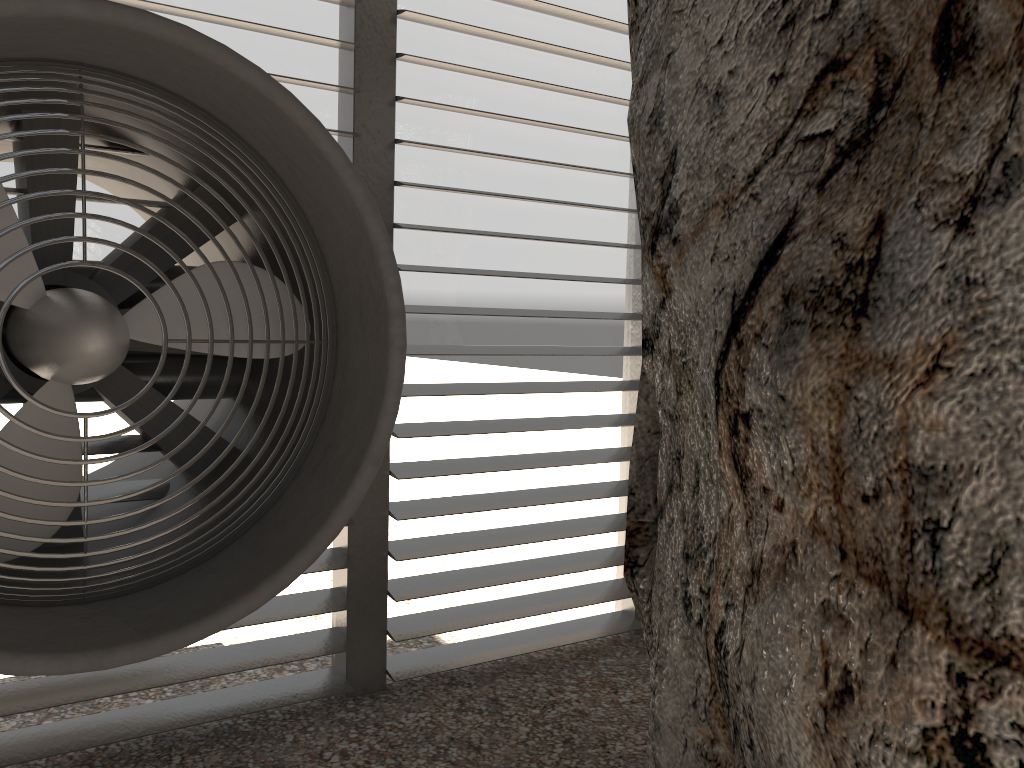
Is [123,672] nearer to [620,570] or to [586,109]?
[620,570]
